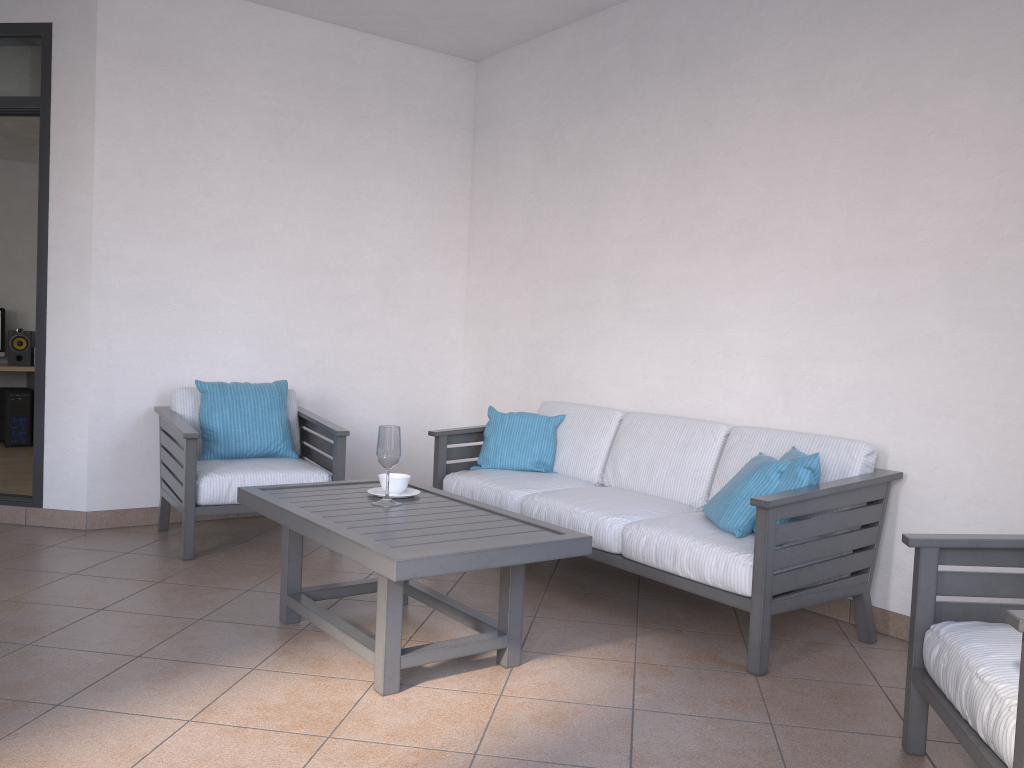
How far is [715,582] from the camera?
3.10m

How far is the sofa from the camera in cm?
301

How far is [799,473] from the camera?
3.2m

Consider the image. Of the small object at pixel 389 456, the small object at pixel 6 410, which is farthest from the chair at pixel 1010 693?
the small object at pixel 6 410

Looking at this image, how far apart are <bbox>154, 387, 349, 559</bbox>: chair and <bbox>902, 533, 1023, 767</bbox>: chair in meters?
2.8 m

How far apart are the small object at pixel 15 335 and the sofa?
5.71m

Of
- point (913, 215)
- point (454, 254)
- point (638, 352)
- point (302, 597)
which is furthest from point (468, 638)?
point (454, 254)

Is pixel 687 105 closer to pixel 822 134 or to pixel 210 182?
pixel 822 134

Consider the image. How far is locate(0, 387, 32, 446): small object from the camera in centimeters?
813cm

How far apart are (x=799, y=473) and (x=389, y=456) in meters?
1.5
